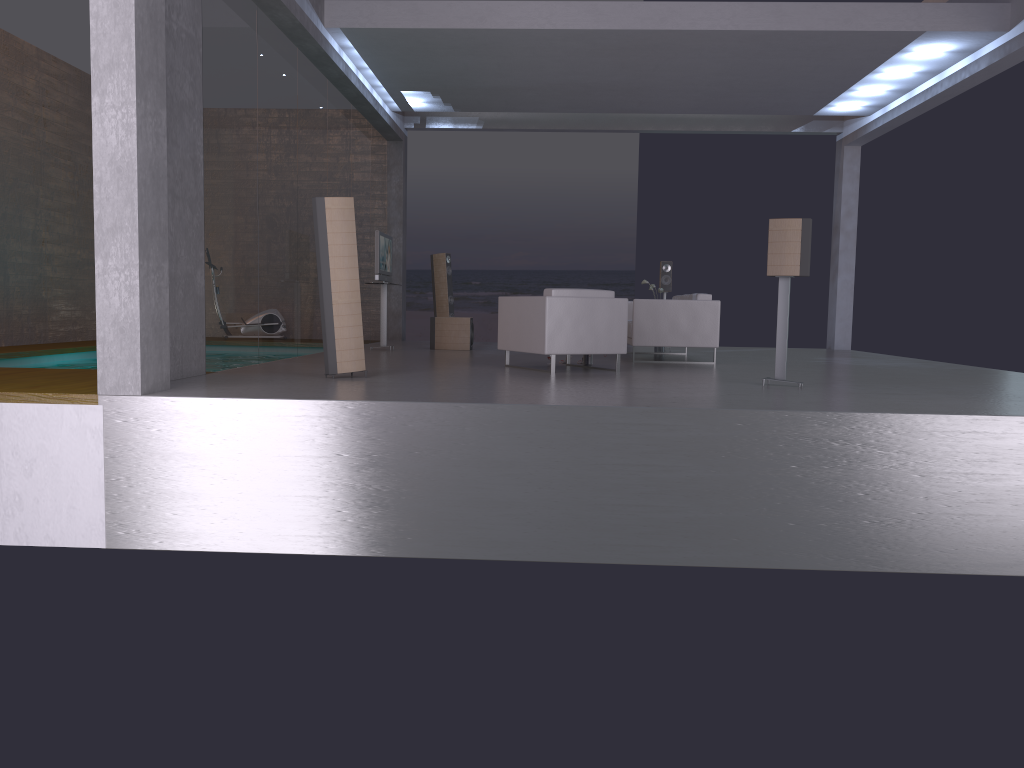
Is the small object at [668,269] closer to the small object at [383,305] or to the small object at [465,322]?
the small object at [465,322]

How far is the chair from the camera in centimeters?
834cm

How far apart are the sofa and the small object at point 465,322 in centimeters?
228cm

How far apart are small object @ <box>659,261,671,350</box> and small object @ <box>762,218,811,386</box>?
6.32m

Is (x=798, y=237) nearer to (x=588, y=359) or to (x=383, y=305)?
(x=588, y=359)

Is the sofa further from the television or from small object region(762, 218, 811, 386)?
the television

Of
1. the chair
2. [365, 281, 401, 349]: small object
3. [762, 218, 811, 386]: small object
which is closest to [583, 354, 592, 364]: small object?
the chair

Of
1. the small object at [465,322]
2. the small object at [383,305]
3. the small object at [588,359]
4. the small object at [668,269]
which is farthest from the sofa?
the small object at [383,305]

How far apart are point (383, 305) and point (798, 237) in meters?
6.4

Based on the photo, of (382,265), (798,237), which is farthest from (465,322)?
(798,237)
